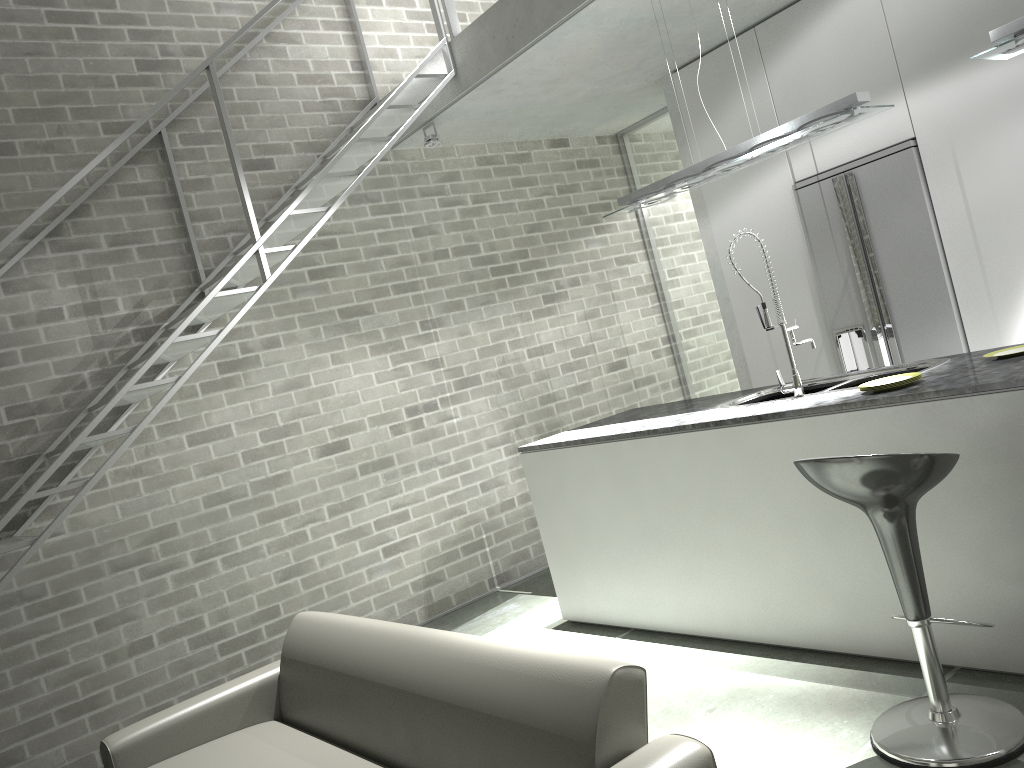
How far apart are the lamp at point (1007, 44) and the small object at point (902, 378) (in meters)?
1.14

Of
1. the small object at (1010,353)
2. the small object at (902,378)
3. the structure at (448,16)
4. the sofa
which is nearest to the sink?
the small object at (1010,353)

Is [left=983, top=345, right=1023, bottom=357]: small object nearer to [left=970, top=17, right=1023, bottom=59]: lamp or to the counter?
the counter

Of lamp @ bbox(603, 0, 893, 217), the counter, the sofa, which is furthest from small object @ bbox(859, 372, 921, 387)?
the sofa

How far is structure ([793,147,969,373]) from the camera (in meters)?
4.68

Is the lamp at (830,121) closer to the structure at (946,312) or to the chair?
the structure at (946,312)

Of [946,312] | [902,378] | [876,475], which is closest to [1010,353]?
[902,378]

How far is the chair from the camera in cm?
245

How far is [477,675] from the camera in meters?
2.3

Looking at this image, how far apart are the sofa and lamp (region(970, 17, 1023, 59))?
2.5 meters
